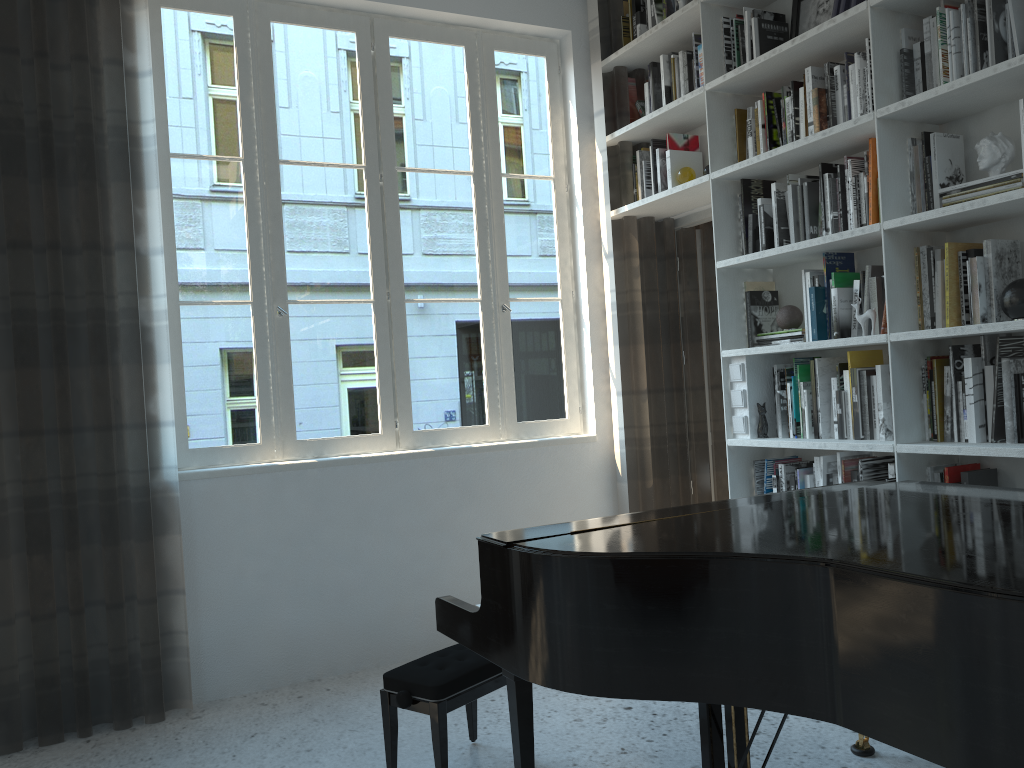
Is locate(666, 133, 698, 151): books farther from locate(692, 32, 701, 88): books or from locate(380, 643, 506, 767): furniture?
locate(380, 643, 506, 767): furniture

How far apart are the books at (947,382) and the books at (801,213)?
0.8m

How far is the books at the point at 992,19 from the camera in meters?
2.7 m

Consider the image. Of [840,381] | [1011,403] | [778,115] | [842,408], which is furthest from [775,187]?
[1011,403]

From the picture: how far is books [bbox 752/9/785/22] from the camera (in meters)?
3.58

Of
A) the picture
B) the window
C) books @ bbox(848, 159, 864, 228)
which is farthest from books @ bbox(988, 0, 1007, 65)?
the window

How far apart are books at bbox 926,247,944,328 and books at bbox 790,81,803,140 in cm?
77

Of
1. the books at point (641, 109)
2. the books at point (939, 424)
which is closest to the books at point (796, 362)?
the books at point (939, 424)

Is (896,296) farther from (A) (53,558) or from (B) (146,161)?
(A) (53,558)

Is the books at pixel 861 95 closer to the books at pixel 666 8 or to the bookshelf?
the bookshelf
